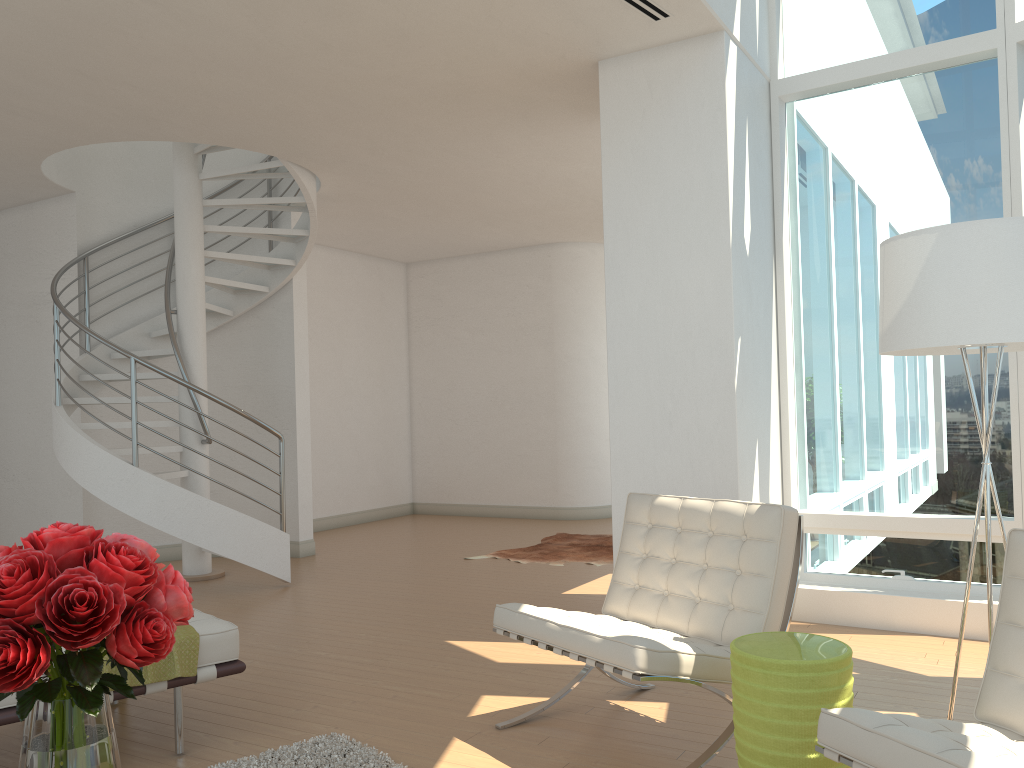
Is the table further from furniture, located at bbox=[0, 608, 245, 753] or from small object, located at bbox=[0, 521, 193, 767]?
furniture, located at bbox=[0, 608, 245, 753]

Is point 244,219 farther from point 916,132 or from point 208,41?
point 916,132

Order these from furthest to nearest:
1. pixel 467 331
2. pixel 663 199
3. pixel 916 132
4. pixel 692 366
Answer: pixel 467 331 < pixel 916 132 < pixel 663 199 < pixel 692 366

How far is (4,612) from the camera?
1.63m

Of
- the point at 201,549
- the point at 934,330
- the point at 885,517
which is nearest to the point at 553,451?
the point at 201,549

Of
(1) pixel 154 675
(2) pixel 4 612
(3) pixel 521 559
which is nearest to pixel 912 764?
(2) pixel 4 612

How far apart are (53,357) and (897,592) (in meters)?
7.16

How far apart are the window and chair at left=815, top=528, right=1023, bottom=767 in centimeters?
262cm

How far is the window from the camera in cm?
512

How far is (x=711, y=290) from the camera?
4.91m
